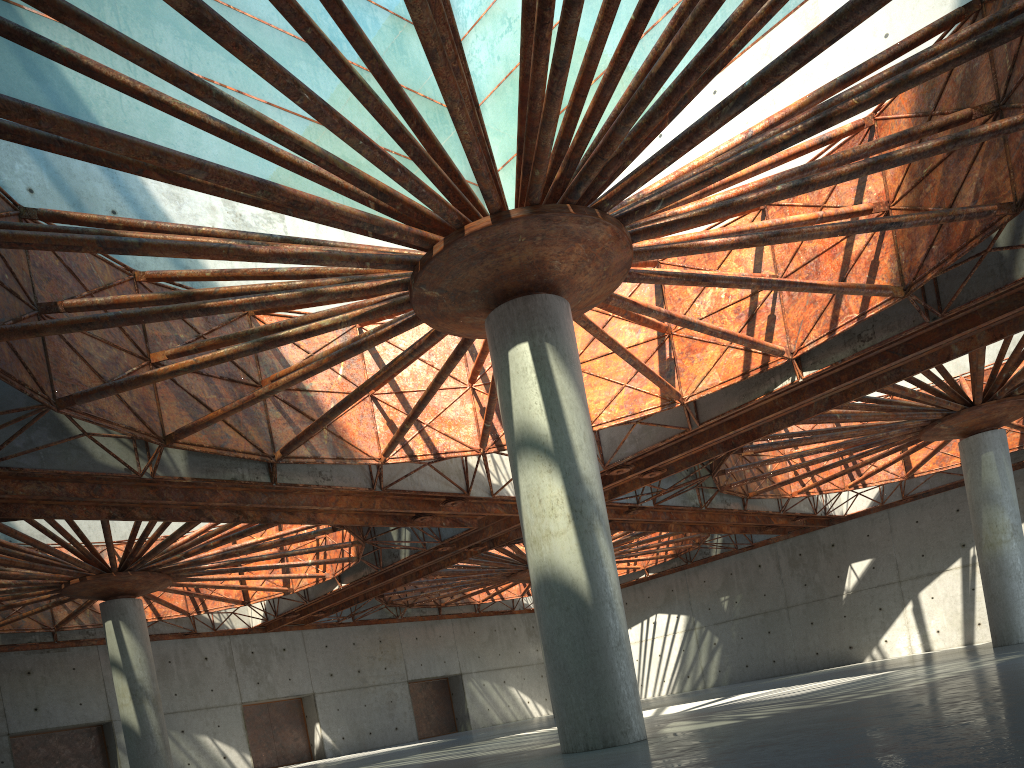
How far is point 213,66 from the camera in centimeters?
3351cm

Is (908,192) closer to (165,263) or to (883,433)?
(883,433)
